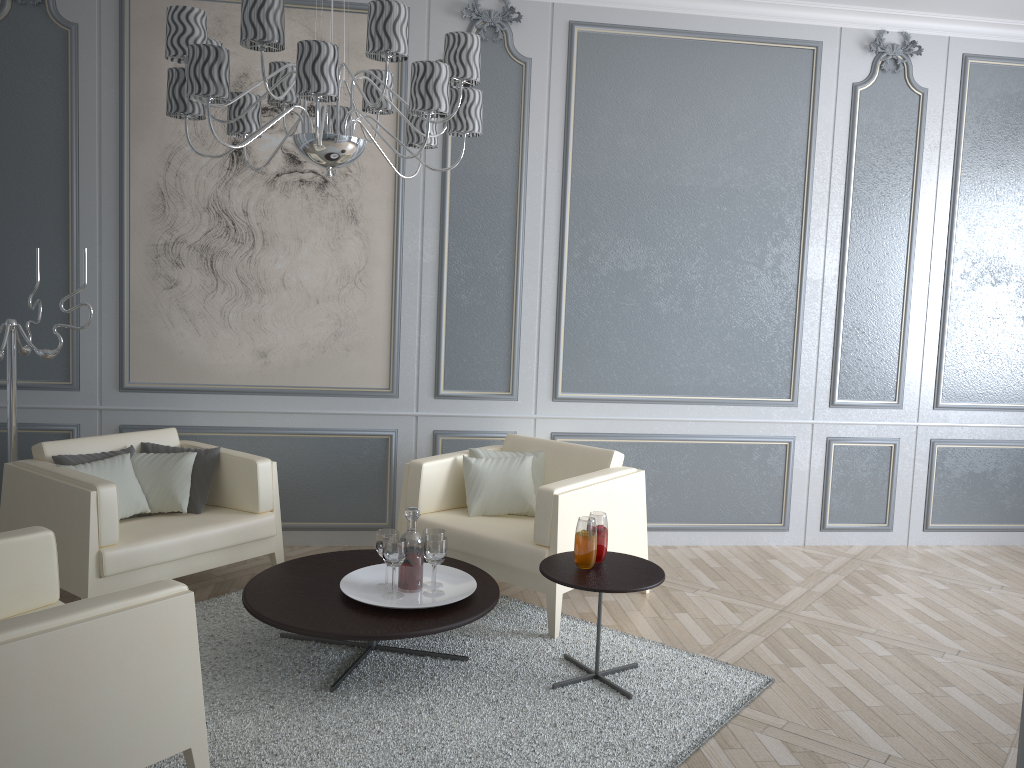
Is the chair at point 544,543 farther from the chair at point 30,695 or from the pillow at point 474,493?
the chair at point 30,695

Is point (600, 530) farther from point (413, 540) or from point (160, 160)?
point (160, 160)

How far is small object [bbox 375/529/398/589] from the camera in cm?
304

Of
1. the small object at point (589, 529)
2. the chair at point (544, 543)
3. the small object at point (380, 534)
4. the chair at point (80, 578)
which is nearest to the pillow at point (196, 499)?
the chair at point (80, 578)

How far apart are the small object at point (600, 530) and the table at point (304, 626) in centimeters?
38cm

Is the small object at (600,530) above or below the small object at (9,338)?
below

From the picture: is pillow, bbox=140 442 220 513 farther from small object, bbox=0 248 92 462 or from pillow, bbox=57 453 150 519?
small object, bbox=0 248 92 462

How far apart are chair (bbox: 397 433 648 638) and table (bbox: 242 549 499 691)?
0.10m

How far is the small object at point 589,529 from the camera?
2.9 meters

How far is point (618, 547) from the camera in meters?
3.6
